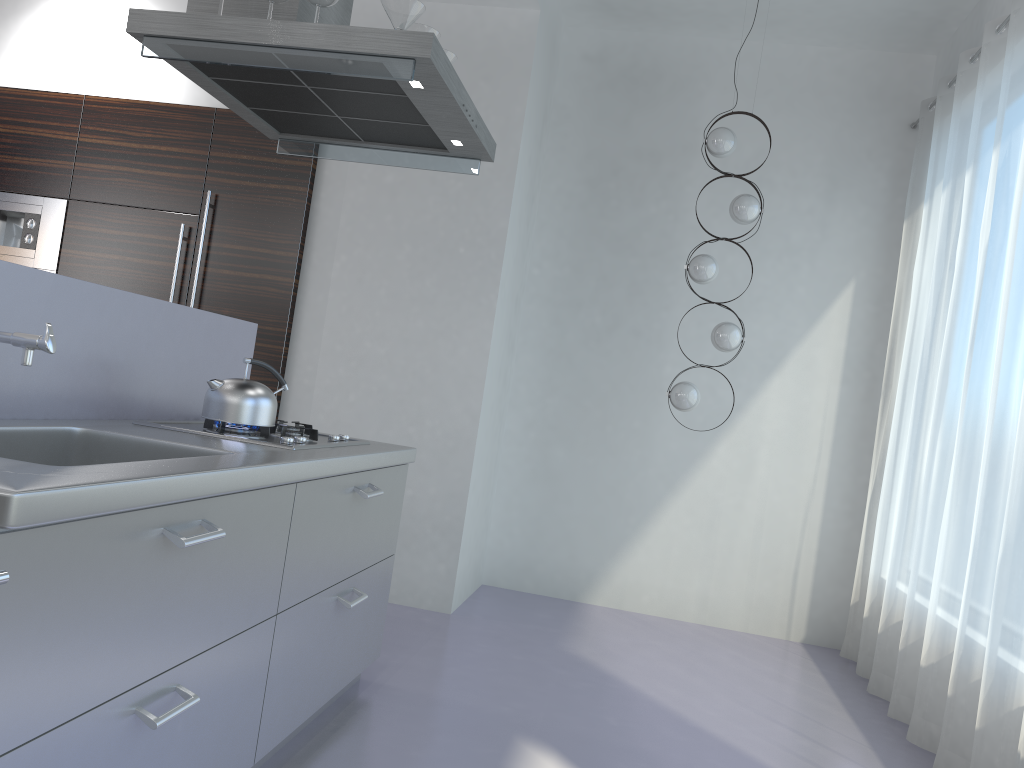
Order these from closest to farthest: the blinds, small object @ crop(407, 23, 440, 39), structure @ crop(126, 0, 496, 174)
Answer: structure @ crop(126, 0, 496, 174), small object @ crop(407, 23, 440, 39), the blinds

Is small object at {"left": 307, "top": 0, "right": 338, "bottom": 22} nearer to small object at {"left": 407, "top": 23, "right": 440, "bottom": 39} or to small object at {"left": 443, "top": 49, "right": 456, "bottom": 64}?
small object at {"left": 407, "top": 23, "right": 440, "bottom": 39}

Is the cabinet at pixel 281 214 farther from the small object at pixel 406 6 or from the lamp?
the small object at pixel 406 6

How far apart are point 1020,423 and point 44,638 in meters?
2.9 m

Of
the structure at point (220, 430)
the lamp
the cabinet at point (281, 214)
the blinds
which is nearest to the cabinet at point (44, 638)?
the structure at point (220, 430)

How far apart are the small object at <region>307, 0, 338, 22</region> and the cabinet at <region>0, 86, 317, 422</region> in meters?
2.2

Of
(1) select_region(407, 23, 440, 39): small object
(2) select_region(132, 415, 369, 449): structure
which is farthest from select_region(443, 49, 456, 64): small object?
(2) select_region(132, 415, 369, 449): structure

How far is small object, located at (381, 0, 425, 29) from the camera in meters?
2.6

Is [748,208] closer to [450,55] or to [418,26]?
[450,55]

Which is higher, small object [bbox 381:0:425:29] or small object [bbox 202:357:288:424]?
small object [bbox 381:0:425:29]
